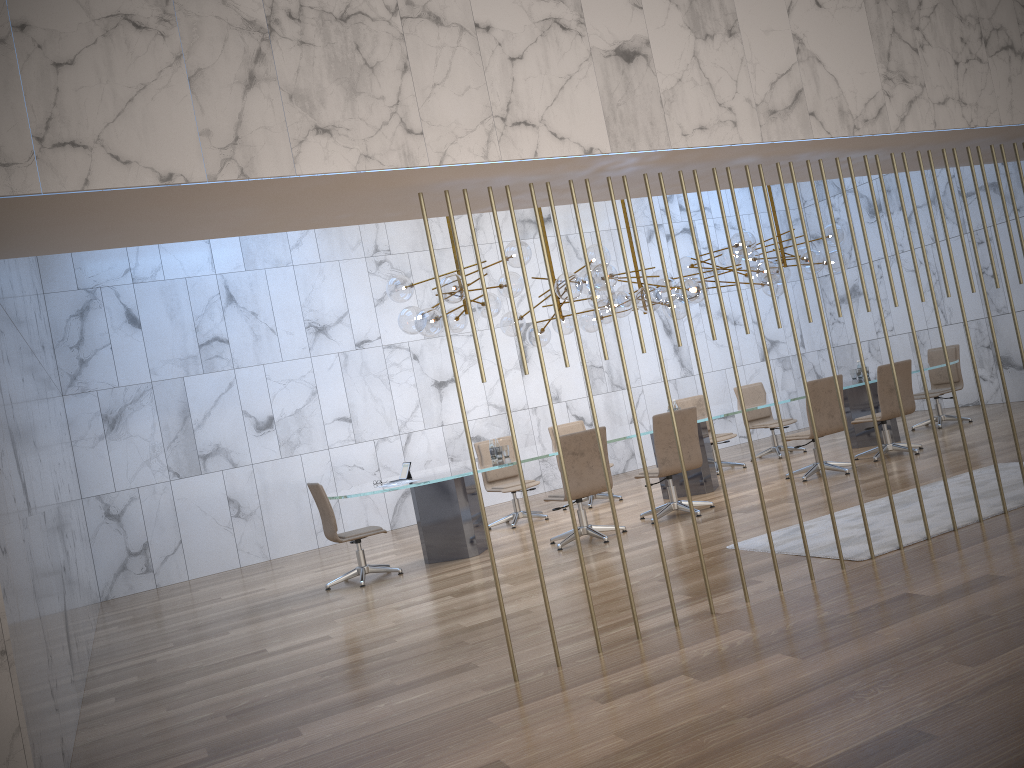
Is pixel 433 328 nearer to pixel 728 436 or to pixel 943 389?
pixel 728 436

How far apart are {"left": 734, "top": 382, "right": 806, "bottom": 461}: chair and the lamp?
1.6m

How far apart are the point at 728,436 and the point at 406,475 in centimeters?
459cm

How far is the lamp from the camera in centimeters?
840cm

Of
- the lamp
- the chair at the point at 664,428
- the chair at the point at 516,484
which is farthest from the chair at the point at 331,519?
the chair at the point at 664,428

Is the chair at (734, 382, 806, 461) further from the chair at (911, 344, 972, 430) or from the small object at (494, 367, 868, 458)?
the chair at (911, 344, 972, 430)

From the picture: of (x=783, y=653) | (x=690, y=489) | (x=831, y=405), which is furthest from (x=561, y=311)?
(x=783, y=653)

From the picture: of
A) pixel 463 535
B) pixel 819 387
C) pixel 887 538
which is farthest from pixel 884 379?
pixel 463 535

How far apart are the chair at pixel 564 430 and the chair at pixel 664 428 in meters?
1.9 m

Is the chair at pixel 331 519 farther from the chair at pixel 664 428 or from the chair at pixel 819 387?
the chair at pixel 819 387
